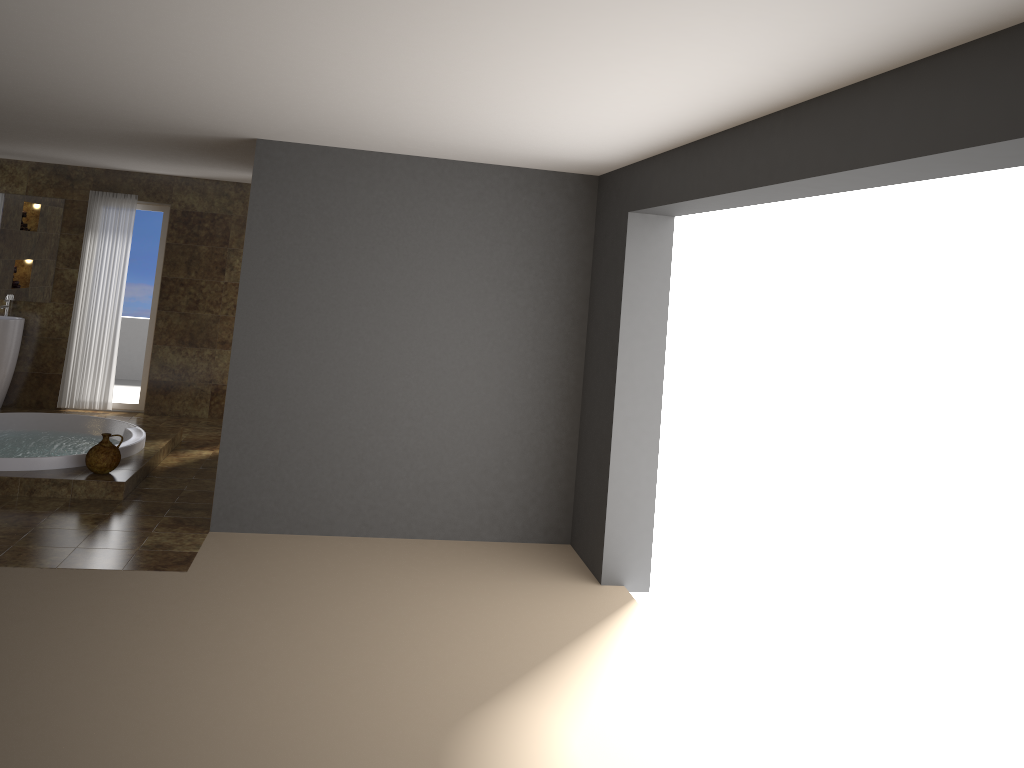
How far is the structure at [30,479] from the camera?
6.0m

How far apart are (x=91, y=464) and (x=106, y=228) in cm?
362

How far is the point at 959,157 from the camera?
2.4 meters

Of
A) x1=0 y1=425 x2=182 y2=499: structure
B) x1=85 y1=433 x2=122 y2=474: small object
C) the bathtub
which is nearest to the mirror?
the bathtub

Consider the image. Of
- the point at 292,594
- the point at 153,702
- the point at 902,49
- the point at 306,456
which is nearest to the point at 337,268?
the point at 306,456

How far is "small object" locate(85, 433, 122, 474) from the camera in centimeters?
621cm

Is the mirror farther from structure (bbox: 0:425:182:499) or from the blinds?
structure (bbox: 0:425:182:499)

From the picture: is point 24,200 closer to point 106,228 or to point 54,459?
point 106,228

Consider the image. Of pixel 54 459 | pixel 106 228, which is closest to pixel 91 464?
pixel 54 459

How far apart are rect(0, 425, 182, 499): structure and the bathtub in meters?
0.0
